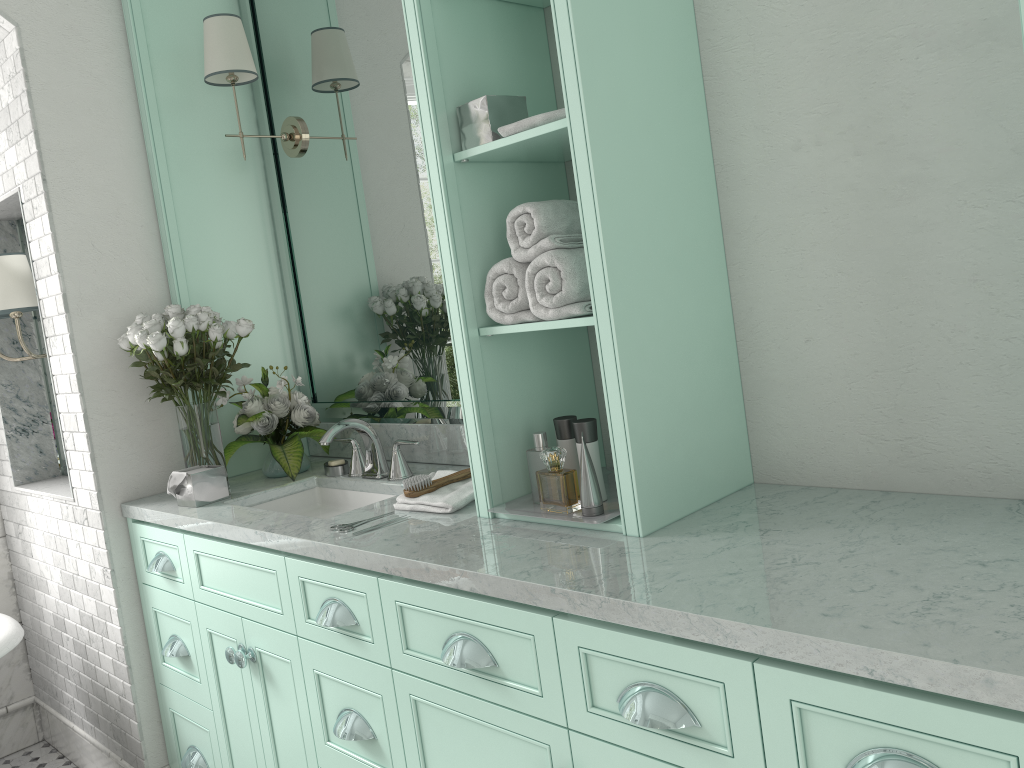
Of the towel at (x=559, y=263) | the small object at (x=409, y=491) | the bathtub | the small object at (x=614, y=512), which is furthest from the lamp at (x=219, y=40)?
the bathtub

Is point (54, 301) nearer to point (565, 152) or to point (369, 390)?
point (369, 390)

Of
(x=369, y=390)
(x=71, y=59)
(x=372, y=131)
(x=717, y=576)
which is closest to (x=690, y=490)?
(x=717, y=576)

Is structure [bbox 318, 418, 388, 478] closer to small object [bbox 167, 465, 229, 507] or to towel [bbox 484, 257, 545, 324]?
small object [bbox 167, 465, 229, 507]

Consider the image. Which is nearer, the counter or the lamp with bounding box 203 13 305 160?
the counter

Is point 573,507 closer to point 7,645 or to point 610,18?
point 7,645

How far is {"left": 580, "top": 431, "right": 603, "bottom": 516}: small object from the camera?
1.93m

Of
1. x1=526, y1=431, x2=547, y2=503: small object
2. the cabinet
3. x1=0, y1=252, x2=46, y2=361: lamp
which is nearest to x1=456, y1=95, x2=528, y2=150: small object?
x1=526, y1=431, x2=547, y2=503: small object

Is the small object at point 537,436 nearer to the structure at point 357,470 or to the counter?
the counter

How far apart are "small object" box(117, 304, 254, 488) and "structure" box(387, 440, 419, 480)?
0.6m
